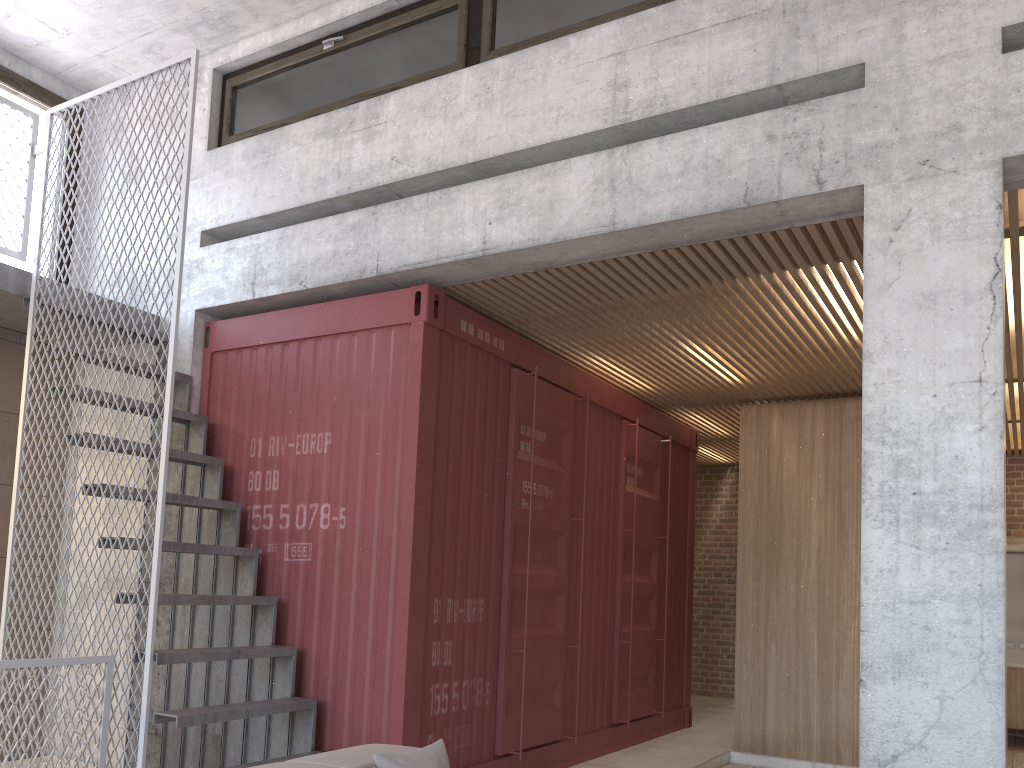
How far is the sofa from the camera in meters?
2.9 m

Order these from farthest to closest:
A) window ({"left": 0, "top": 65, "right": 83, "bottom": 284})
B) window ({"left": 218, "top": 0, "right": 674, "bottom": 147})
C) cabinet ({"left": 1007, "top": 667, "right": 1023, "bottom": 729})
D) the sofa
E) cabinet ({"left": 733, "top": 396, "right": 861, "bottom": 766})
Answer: cabinet ({"left": 1007, "top": 667, "right": 1023, "bottom": 729})
cabinet ({"left": 733, "top": 396, "right": 861, "bottom": 766})
window ({"left": 0, "top": 65, "right": 83, "bottom": 284})
window ({"left": 218, "top": 0, "right": 674, "bottom": 147})
the sofa

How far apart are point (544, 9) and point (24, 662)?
4.39m

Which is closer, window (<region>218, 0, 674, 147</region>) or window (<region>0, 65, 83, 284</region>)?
window (<region>218, 0, 674, 147</region>)

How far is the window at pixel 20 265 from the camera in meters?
6.5 m

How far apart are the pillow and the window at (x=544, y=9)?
3.83m

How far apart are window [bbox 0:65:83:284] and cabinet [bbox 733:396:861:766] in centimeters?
604cm

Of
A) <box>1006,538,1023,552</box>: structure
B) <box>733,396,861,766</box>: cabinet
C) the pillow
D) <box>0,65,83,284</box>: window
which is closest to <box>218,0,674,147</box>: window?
<box>0,65,83,284</box>: window

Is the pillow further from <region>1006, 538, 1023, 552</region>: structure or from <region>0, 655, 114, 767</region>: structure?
<region>1006, 538, 1023, 552</region>: structure

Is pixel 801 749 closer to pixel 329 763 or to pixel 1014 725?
pixel 1014 725
